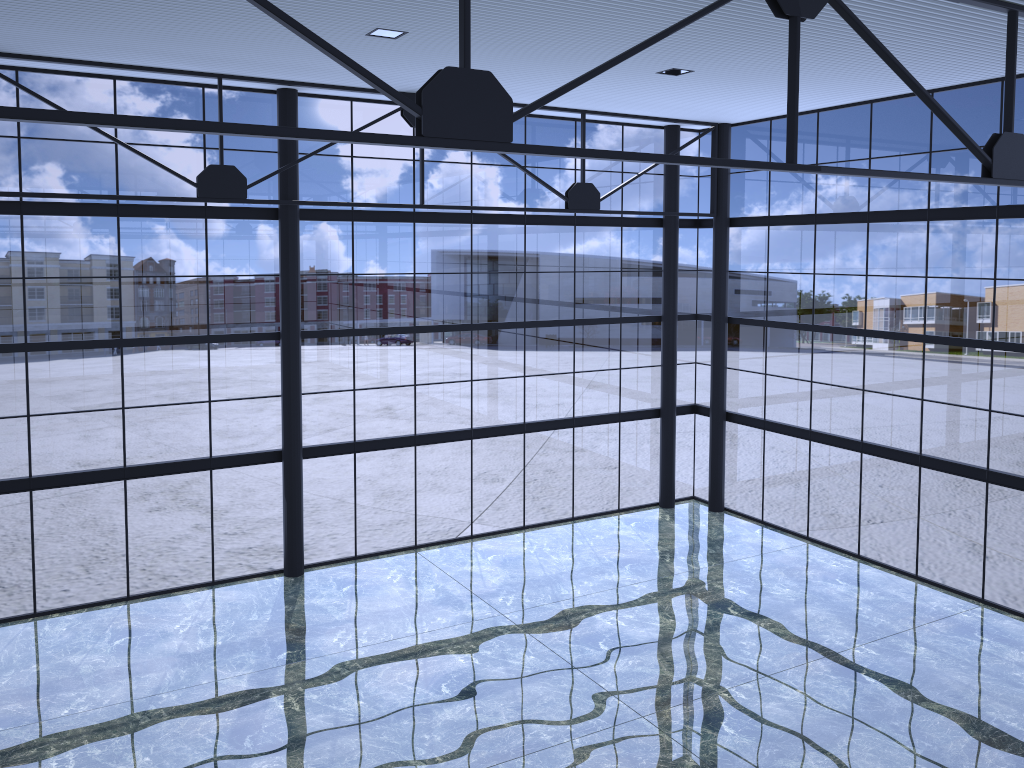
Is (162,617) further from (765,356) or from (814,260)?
(814,260)
